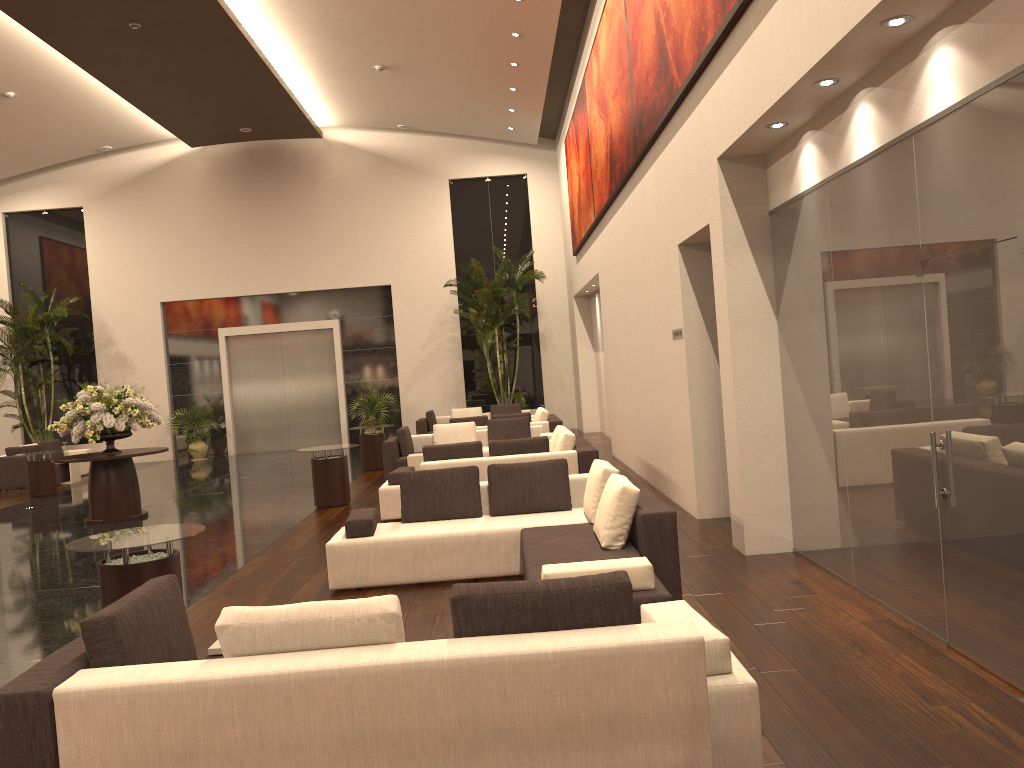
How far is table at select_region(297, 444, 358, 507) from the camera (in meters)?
11.84

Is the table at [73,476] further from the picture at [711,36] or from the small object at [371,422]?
the picture at [711,36]

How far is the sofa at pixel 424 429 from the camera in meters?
19.6 m

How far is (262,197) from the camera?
22.5 meters

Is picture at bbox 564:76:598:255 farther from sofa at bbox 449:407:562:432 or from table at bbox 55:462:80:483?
table at bbox 55:462:80:483

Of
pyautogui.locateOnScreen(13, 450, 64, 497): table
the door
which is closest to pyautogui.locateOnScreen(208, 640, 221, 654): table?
pyautogui.locateOnScreen(13, 450, 64, 497): table

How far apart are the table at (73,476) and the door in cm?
469

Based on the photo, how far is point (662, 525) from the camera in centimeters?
576cm

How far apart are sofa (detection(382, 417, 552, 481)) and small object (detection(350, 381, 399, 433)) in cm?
692

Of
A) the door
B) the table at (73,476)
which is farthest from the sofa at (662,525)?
the door
